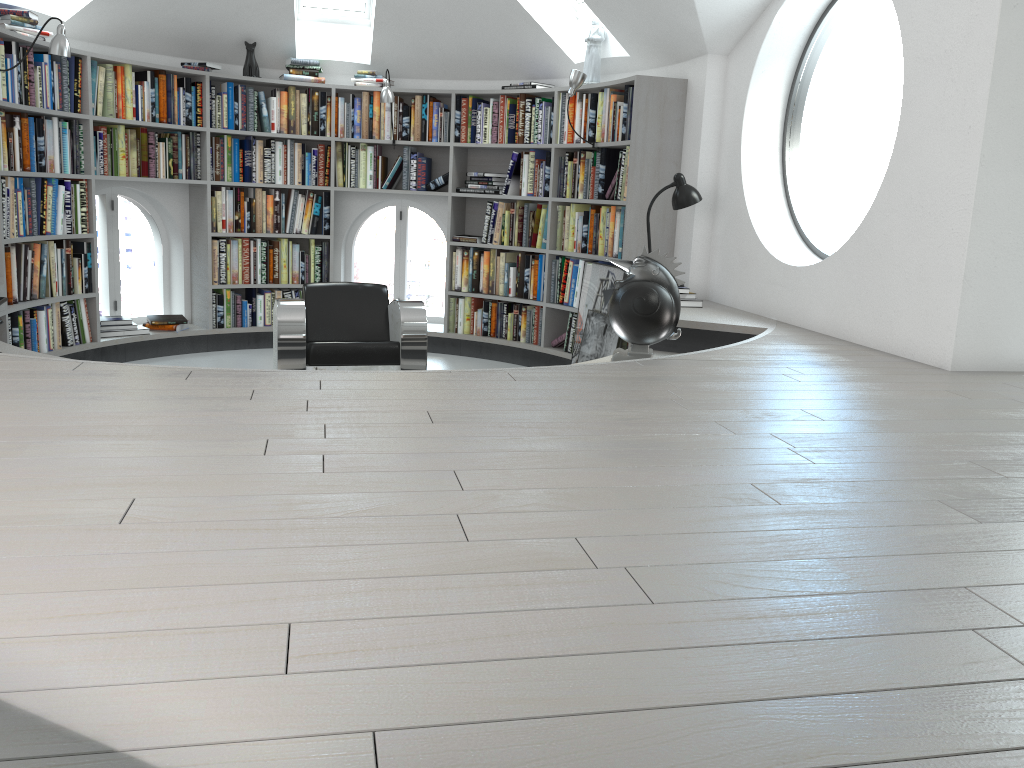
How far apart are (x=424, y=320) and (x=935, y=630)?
3.9m

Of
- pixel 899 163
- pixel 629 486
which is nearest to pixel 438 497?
pixel 629 486

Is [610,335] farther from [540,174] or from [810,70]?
[810,70]

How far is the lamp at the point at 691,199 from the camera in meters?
5.1

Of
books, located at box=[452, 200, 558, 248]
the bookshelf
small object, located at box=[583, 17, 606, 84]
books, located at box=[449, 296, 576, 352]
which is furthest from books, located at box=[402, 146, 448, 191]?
small object, located at box=[583, 17, 606, 84]

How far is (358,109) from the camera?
6.8 meters

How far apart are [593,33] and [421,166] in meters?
1.7

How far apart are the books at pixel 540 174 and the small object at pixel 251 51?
2.0m

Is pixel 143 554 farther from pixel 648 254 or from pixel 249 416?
pixel 648 254

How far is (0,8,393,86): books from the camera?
5.1m
